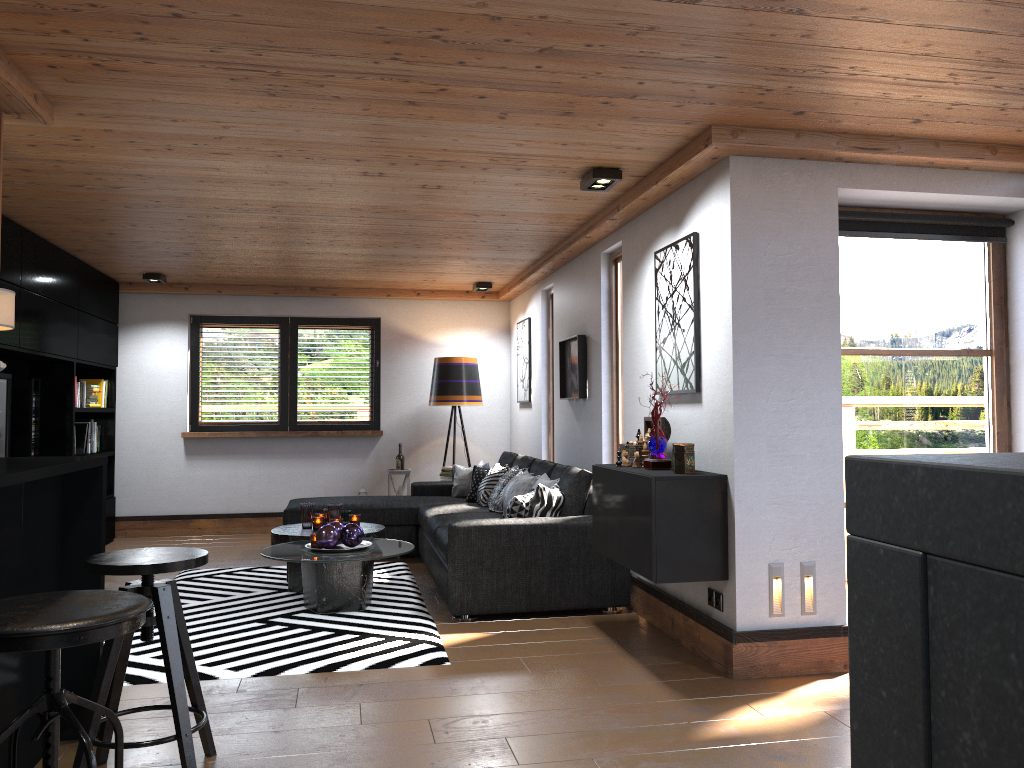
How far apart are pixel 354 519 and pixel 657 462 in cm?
255

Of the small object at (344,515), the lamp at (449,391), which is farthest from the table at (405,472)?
the small object at (344,515)

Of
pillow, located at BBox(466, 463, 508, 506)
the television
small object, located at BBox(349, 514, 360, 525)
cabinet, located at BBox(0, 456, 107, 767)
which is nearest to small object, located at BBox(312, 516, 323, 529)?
small object, located at BBox(349, 514, 360, 525)

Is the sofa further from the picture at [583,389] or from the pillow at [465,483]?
the picture at [583,389]

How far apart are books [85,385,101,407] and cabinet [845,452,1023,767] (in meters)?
7.82

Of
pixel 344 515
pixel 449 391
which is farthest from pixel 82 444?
pixel 449 391

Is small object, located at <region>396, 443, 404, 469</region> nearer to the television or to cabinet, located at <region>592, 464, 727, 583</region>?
the television

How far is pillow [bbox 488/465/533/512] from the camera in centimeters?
639cm

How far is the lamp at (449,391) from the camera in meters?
8.3 m

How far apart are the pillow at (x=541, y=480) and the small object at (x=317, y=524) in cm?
127
